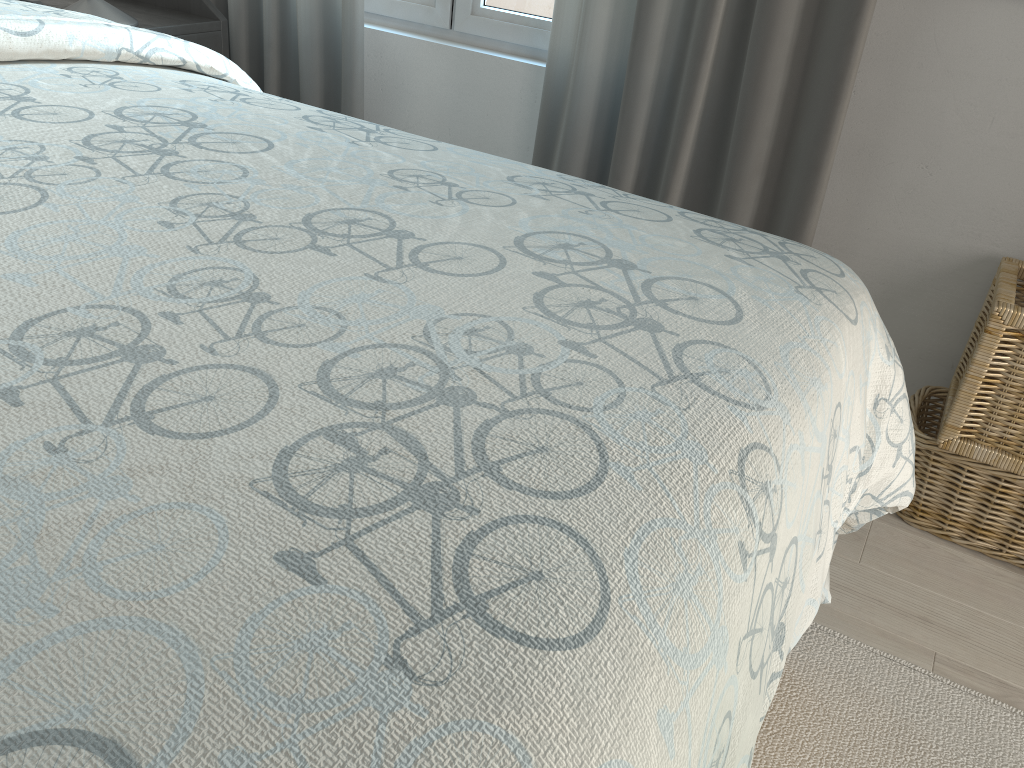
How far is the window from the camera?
1.94m

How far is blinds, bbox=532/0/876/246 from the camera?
1.5 meters

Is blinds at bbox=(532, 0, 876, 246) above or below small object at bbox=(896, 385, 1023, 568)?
above

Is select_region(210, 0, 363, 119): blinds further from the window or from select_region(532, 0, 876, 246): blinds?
select_region(532, 0, 876, 246): blinds

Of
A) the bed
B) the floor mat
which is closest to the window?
the bed

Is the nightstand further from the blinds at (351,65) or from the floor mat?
the floor mat

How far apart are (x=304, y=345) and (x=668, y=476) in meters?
0.2 m

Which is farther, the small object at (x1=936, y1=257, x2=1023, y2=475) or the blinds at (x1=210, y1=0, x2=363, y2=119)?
the blinds at (x1=210, y1=0, x2=363, y2=119)

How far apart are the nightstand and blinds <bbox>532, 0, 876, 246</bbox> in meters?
0.8

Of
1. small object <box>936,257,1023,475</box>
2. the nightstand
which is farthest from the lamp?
small object <box>936,257,1023,475</box>
